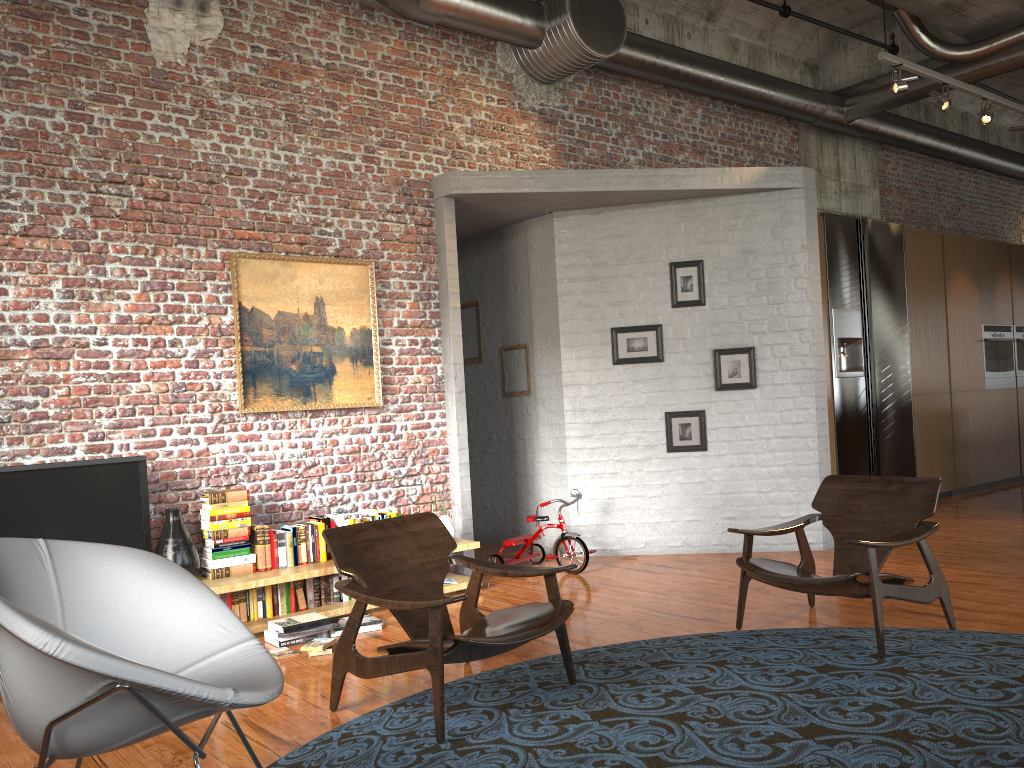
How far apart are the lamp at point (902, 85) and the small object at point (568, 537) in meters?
4.1 m

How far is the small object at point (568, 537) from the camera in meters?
6.8

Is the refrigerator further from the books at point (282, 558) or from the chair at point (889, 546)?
the books at point (282, 558)

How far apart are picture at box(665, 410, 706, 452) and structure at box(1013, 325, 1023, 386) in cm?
631

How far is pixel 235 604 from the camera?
5.4 meters

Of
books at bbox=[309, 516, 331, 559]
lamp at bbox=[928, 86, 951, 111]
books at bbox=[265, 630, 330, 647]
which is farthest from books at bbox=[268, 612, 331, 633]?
lamp at bbox=[928, 86, 951, 111]

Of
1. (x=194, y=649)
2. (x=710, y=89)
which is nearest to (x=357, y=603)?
(x=194, y=649)

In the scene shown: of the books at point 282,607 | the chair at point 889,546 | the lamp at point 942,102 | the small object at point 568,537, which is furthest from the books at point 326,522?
the lamp at point 942,102

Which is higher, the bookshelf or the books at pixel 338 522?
the books at pixel 338 522

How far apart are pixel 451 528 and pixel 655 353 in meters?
2.3
